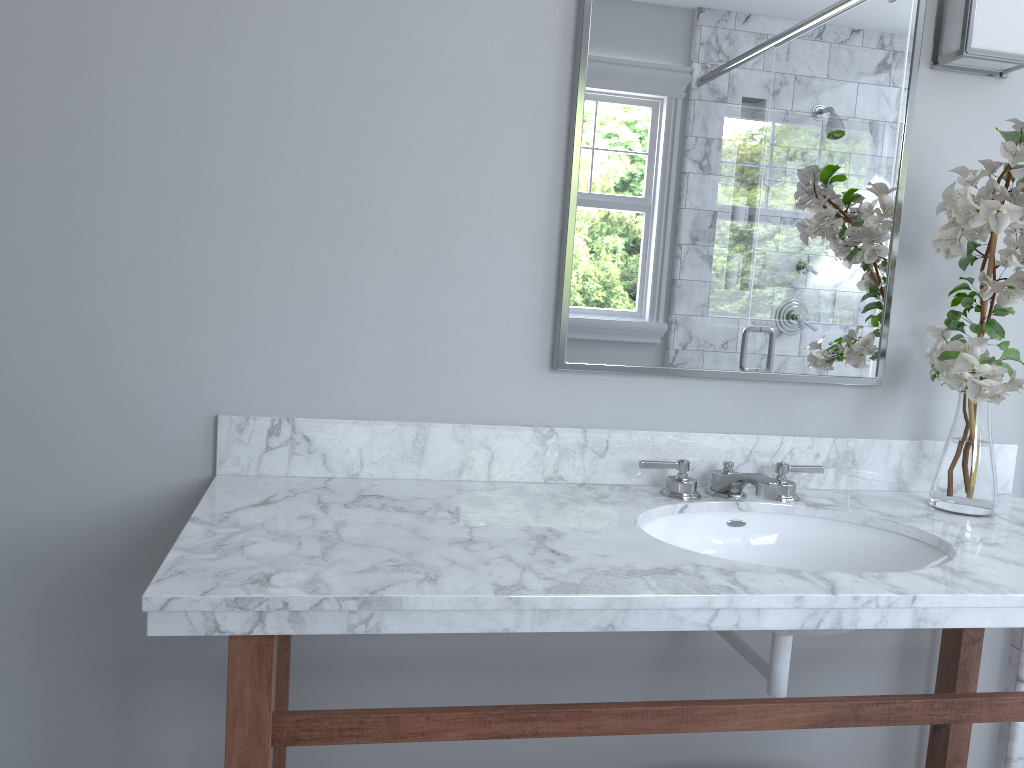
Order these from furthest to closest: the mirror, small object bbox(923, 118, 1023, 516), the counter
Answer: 1. the mirror
2. small object bbox(923, 118, 1023, 516)
3. the counter

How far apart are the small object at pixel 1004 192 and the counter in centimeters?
2cm

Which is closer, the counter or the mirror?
the counter

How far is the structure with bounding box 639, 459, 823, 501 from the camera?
1.56m

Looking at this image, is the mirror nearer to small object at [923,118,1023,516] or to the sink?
small object at [923,118,1023,516]

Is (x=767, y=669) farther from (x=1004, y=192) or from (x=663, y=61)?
(x=663, y=61)

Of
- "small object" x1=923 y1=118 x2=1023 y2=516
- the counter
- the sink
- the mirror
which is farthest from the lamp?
the sink

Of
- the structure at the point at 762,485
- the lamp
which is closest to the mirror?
the lamp

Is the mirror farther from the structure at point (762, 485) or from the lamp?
the structure at point (762, 485)

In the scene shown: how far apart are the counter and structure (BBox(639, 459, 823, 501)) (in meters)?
0.02
